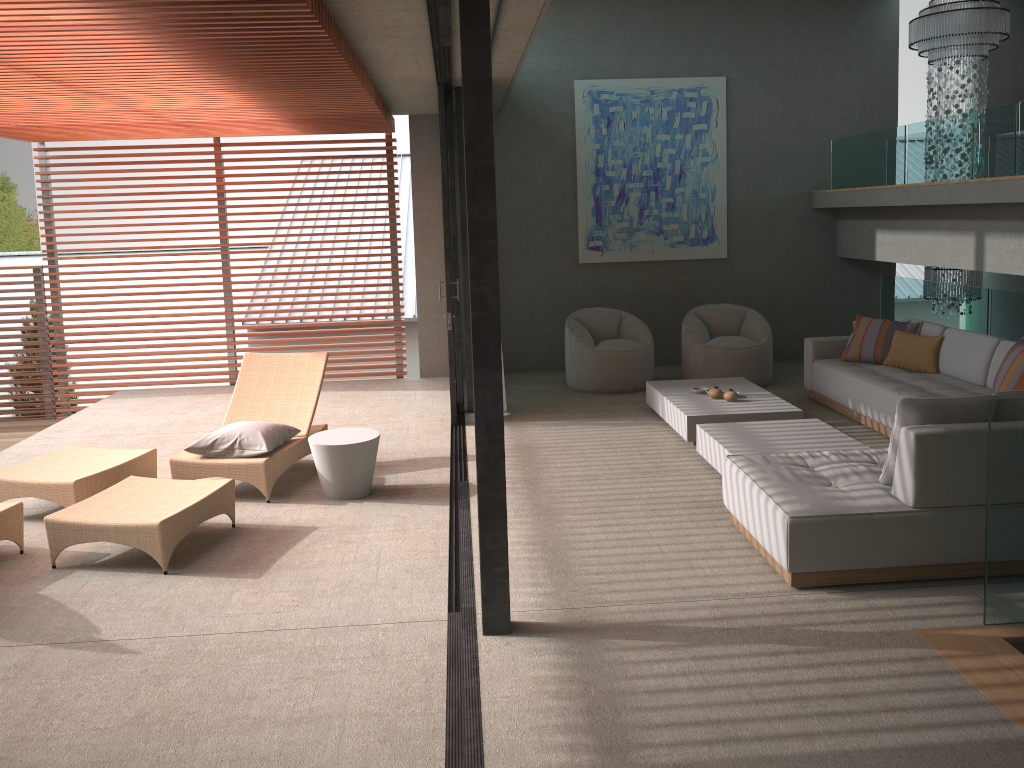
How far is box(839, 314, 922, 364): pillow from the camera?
7.67m

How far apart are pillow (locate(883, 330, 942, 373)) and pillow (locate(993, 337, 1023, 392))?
1.3m

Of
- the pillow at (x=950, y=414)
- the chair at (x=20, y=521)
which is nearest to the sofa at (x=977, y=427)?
the pillow at (x=950, y=414)

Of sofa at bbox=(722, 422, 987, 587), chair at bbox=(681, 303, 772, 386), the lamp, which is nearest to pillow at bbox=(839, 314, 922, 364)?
chair at bbox=(681, 303, 772, 386)

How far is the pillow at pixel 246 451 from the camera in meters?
5.9 m

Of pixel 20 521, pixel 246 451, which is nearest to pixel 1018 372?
pixel 246 451

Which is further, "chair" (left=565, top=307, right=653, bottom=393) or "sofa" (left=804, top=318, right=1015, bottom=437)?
"chair" (left=565, top=307, right=653, bottom=393)

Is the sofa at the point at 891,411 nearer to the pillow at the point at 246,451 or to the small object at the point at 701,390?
the small object at the point at 701,390

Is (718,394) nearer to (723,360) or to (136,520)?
(723,360)

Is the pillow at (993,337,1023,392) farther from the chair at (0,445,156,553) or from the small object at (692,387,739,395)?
the chair at (0,445,156,553)
